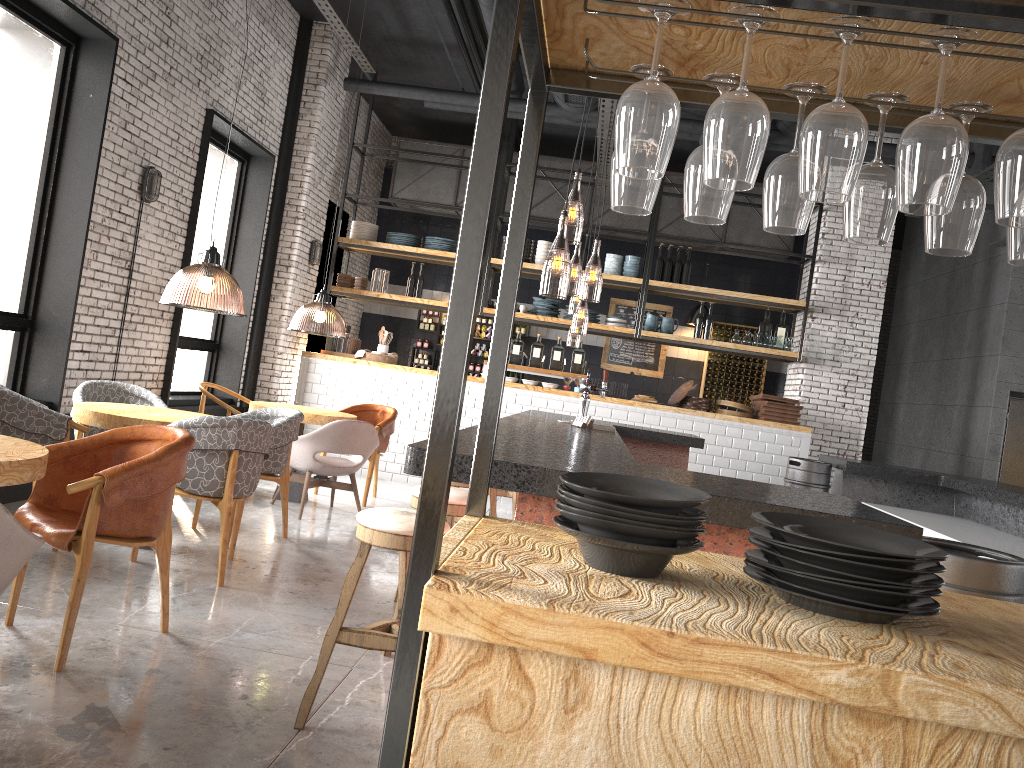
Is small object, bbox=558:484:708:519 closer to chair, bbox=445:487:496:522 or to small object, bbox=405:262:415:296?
chair, bbox=445:487:496:522

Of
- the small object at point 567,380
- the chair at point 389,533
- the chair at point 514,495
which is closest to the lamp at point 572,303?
the small object at point 567,380

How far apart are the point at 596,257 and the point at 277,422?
5.1 meters

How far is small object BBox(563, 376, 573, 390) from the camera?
10.1m

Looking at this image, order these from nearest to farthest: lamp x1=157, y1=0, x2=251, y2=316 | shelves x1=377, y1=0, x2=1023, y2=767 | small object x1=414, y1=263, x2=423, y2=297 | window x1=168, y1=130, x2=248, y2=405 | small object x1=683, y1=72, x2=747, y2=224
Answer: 1. shelves x1=377, y1=0, x2=1023, y2=767
2. small object x1=683, y1=72, x2=747, y2=224
3. lamp x1=157, y1=0, x2=251, y2=316
4. window x1=168, y1=130, x2=248, y2=405
5. small object x1=414, y1=263, x2=423, y2=297

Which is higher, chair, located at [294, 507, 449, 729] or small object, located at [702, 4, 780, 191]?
small object, located at [702, 4, 780, 191]

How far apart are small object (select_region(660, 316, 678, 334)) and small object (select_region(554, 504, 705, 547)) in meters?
9.3 m

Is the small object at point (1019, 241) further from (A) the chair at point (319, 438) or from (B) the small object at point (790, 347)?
(B) the small object at point (790, 347)

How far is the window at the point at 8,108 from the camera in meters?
5.9

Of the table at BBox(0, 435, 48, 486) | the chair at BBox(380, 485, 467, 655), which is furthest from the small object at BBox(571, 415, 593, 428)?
the table at BBox(0, 435, 48, 486)
